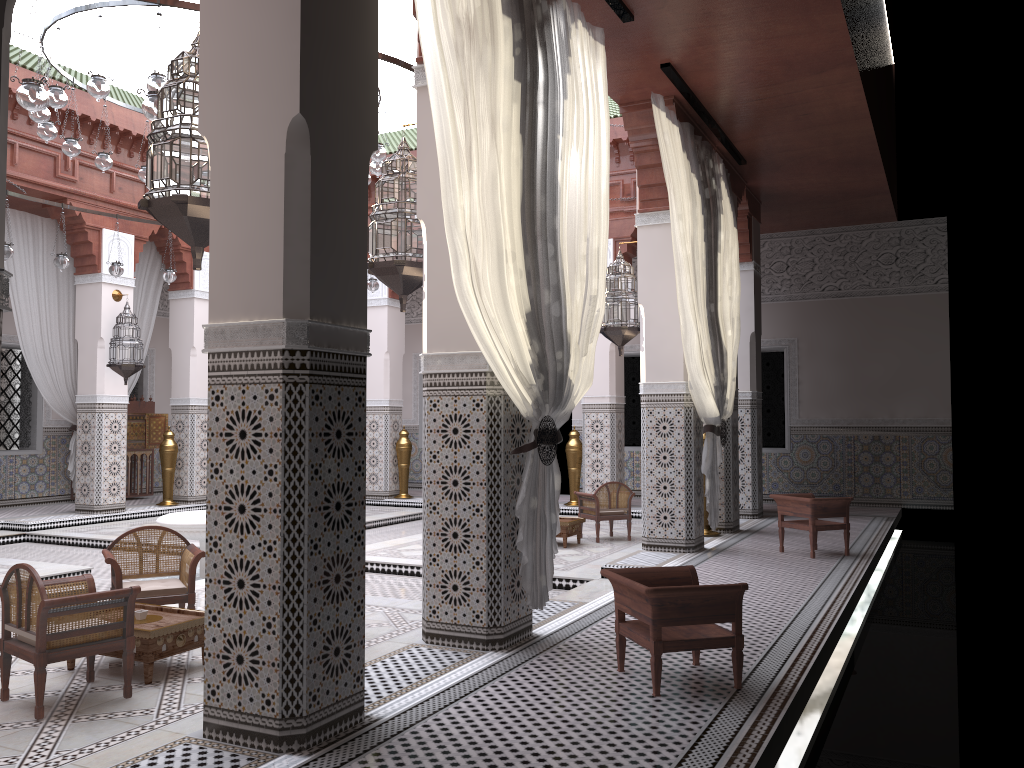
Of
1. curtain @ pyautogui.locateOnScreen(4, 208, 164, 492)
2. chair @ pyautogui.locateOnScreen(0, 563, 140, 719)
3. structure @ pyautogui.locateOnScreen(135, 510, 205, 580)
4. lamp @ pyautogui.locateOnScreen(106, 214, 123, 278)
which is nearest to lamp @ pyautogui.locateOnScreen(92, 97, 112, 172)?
lamp @ pyautogui.locateOnScreen(106, 214, 123, 278)

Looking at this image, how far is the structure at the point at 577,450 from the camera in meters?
6.0 m

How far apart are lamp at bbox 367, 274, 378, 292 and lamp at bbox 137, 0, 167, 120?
3.14m

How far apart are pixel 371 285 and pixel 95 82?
2.48m

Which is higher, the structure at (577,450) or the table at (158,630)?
the structure at (577,450)

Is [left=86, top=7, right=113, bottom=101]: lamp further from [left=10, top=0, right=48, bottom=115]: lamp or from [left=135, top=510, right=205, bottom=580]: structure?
[left=135, top=510, right=205, bottom=580]: structure

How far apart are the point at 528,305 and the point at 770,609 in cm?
125

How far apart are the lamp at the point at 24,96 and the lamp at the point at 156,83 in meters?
0.9

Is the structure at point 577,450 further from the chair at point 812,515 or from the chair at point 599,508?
the chair at point 812,515

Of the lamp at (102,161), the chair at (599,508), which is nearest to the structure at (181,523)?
the lamp at (102,161)
